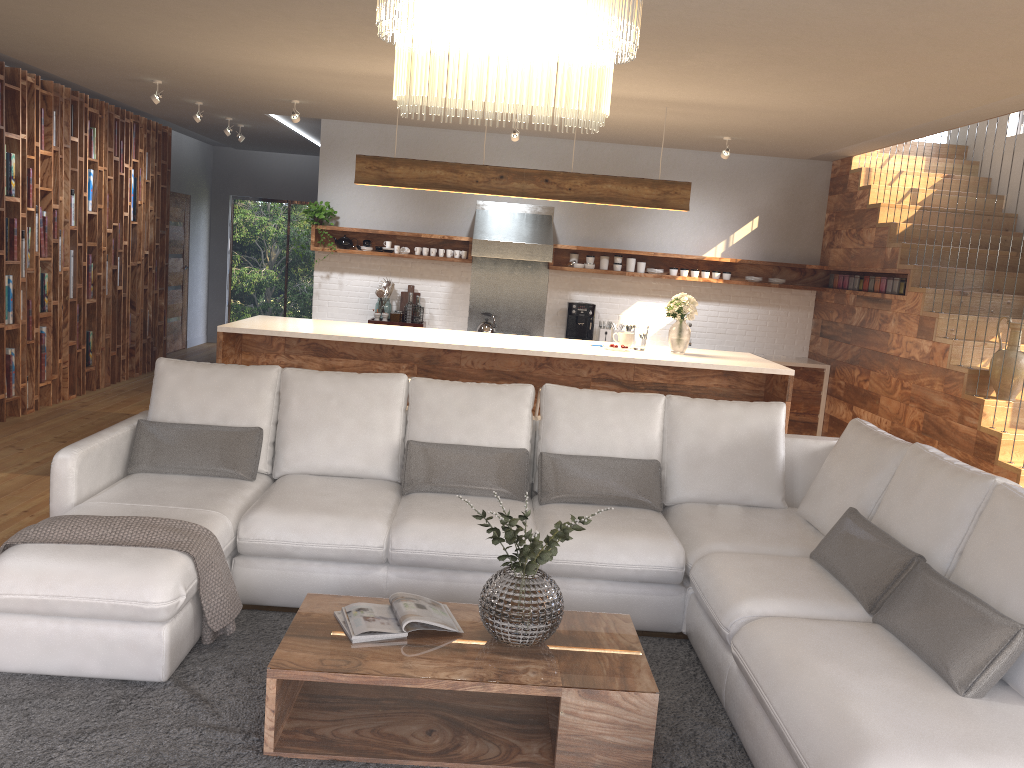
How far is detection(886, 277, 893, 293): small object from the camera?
7.6m

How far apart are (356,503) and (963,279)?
5.6 meters

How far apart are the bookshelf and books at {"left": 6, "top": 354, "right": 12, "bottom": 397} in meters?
0.1 m

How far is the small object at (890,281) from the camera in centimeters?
763cm

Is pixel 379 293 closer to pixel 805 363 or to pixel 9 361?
pixel 9 361

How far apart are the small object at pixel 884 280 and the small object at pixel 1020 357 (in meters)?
1.81

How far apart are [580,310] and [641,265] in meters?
0.8 m

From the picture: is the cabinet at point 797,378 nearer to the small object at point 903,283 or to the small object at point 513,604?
the small object at point 903,283

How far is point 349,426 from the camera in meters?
4.4 m

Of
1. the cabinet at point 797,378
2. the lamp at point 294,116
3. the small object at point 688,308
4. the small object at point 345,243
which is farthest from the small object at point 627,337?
the small object at point 345,243
